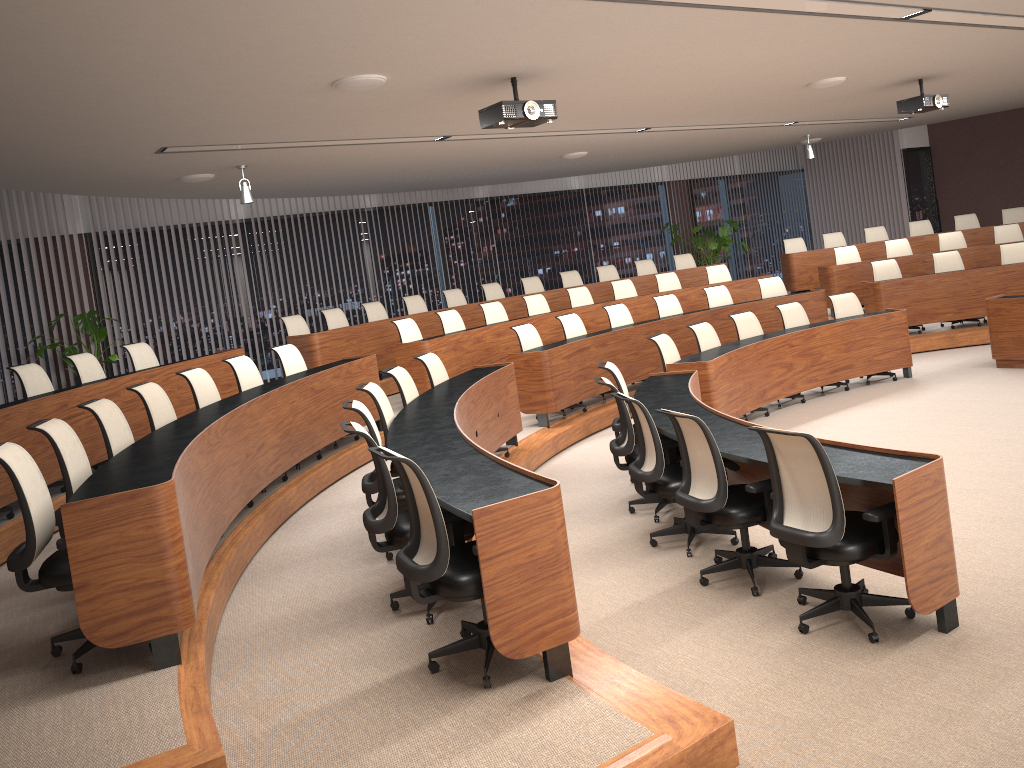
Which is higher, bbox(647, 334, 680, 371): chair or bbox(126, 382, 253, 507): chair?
bbox(126, 382, 253, 507): chair

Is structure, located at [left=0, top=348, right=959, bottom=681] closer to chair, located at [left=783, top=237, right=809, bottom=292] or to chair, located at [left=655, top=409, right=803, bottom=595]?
chair, located at [left=655, top=409, right=803, bottom=595]

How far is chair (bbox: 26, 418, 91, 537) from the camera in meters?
4.3 m

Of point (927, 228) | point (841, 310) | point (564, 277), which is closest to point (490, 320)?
point (564, 277)

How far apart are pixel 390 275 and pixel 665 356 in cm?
648

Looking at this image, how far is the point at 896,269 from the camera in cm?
1141

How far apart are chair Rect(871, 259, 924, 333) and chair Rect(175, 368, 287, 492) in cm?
852

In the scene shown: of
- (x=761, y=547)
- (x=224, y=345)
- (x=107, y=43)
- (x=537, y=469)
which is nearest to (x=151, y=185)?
(x=224, y=345)

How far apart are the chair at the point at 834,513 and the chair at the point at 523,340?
5.00m

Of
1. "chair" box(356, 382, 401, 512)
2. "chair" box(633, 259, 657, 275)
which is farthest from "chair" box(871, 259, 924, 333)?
"chair" box(356, 382, 401, 512)
